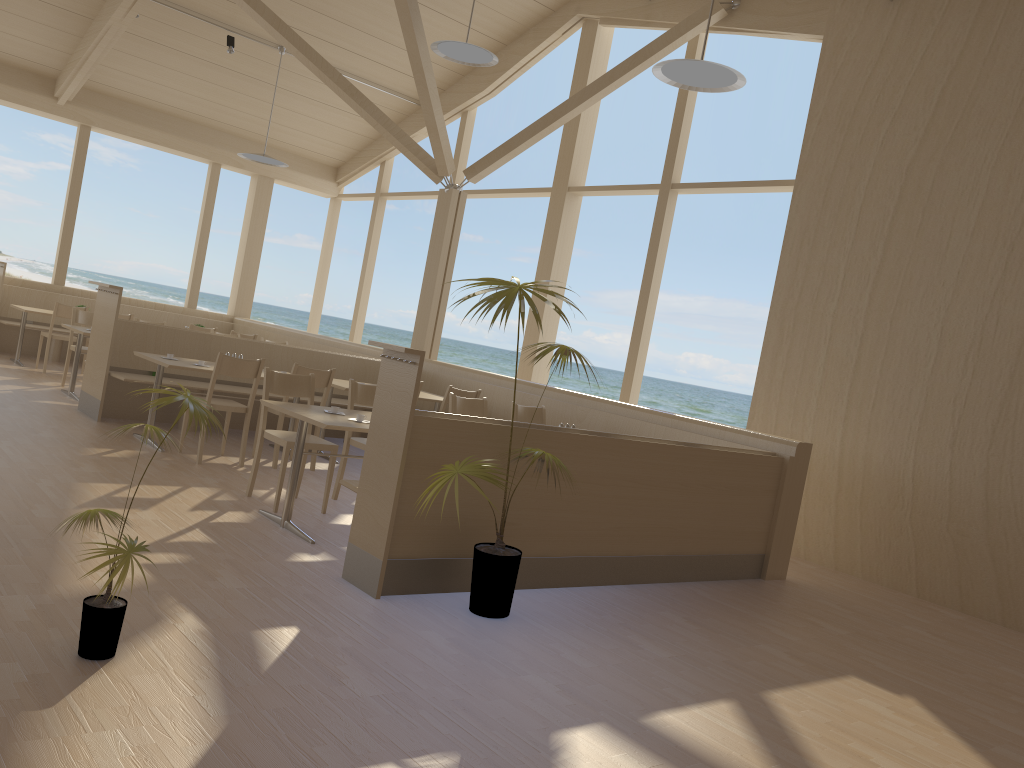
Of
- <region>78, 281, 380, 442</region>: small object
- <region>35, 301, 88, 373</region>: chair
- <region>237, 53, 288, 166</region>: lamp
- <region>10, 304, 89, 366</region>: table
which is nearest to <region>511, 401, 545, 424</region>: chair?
<region>78, 281, 380, 442</region>: small object

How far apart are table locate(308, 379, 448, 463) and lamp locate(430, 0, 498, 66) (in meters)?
2.94

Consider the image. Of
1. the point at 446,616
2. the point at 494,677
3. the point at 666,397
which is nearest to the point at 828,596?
the point at 446,616

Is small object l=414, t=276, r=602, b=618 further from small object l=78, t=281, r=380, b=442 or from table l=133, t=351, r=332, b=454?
small object l=78, t=281, r=380, b=442

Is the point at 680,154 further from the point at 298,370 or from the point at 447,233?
the point at 298,370

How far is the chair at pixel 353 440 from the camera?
5.66m

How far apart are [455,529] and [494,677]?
1.02m

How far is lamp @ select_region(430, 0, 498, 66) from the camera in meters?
7.4 m

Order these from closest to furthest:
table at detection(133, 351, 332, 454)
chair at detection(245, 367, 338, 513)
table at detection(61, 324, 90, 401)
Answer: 1. chair at detection(245, 367, 338, 513)
2. table at detection(133, 351, 332, 454)
3. table at detection(61, 324, 90, 401)

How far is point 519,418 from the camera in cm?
674
